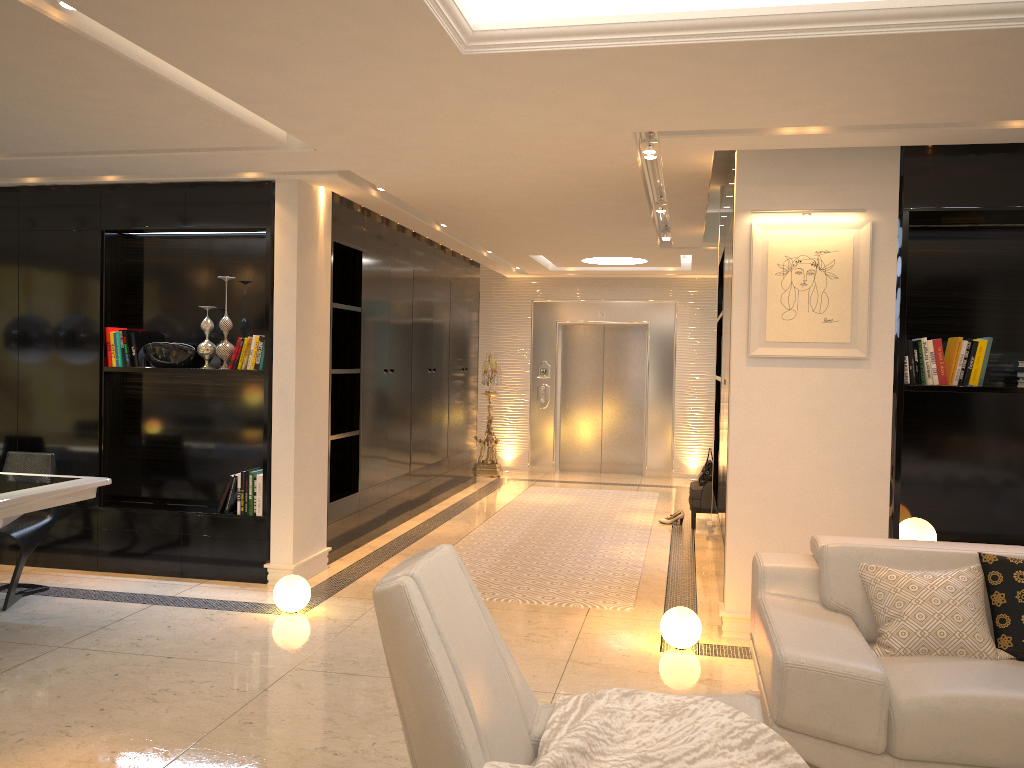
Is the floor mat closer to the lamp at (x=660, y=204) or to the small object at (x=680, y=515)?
the small object at (x=680, y=515)

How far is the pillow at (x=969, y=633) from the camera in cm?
328

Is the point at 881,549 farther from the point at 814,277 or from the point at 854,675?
the point at 814,277

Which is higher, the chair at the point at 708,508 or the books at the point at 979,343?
the books at the point at 979,343

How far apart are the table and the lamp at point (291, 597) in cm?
115

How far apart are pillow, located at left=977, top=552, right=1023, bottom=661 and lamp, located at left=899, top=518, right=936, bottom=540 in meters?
1.4 m

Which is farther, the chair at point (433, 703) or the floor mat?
the floor mat

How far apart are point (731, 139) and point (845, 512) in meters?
2.0

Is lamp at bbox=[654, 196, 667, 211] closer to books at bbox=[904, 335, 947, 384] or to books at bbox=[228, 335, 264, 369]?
books at bbox=[904, 335, 947, 384]

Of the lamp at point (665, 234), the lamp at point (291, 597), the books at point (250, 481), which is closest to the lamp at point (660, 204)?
the lamp at point (665, 234)
